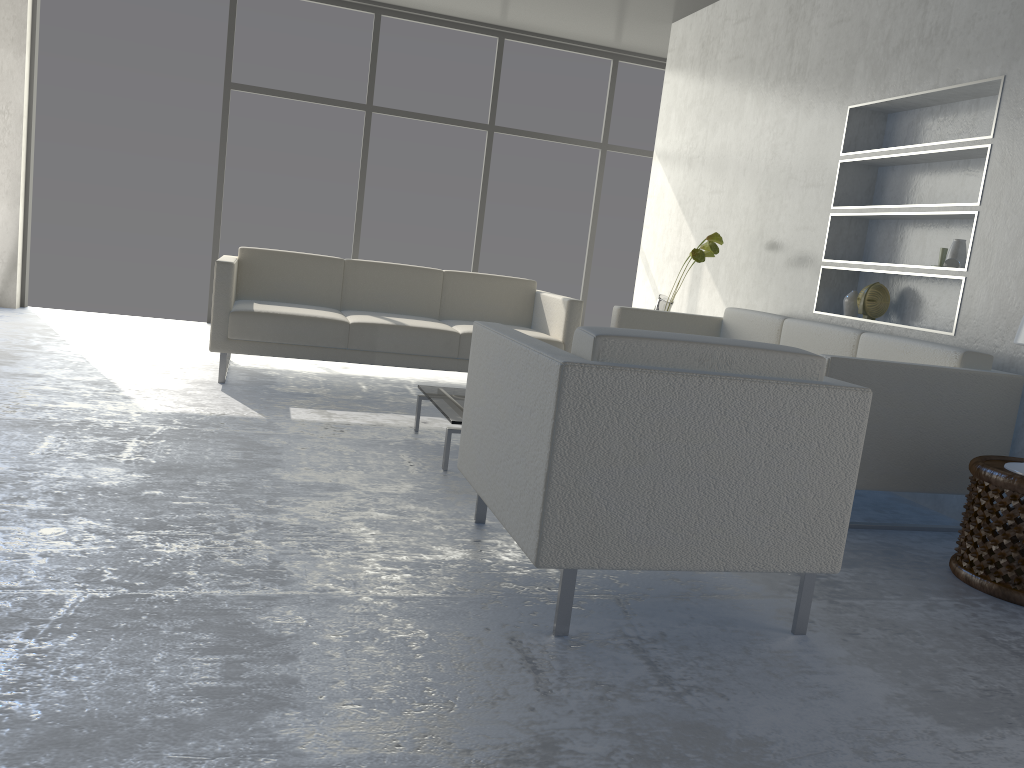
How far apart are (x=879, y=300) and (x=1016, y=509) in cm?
174

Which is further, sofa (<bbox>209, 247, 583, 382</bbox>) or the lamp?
sofa (<bbox>209, 247, 583, 382</bbox>)

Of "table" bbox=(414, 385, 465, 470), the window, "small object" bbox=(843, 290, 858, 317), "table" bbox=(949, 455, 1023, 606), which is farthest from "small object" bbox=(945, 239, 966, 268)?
the window

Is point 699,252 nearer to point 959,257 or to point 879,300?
point 879,300

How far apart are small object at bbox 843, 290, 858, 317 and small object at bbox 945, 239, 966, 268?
0.6 meters

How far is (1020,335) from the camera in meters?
2.6 m

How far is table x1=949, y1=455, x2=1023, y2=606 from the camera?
2.48m

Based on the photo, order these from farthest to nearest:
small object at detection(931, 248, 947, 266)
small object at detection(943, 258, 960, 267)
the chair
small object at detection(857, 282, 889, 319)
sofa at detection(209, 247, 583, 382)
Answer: sofa at detection(209, 247, 583, 382) < small object at detection(857, 282, 889, 319) < small object at detection(931, 248, 947, 266) < small object at detection(943, 258, 960, 267) < the chair

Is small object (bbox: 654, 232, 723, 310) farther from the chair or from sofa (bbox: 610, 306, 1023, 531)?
the chair

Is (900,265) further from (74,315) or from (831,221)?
(74,315)
